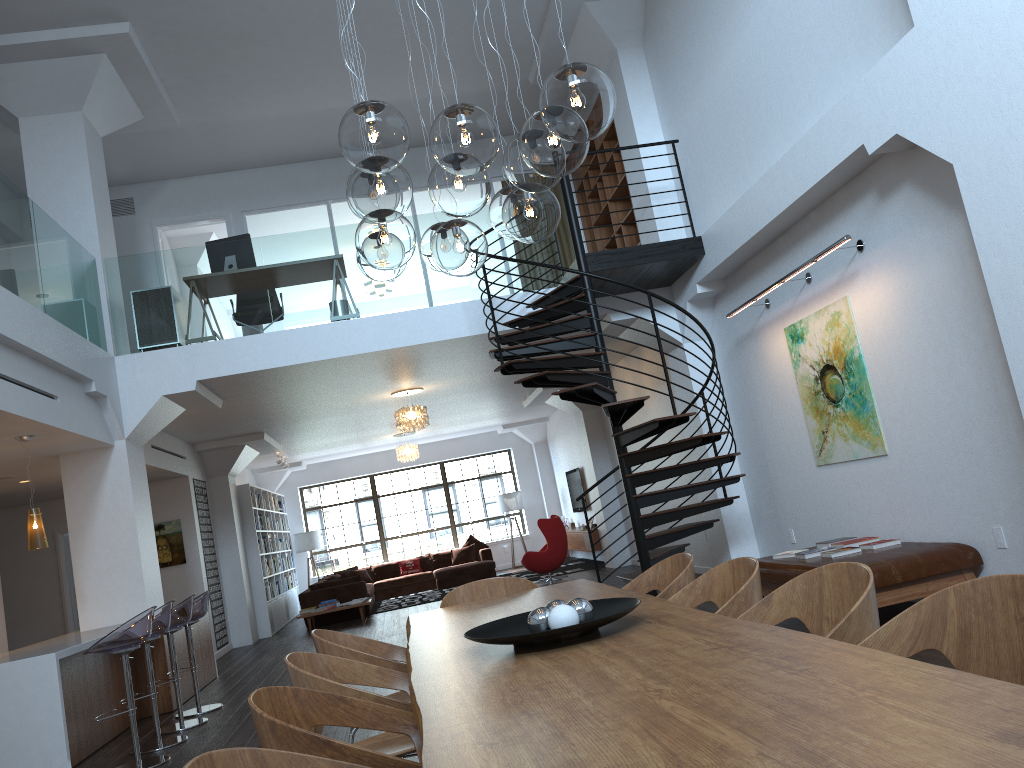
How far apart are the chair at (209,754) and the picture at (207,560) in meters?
11.2 m

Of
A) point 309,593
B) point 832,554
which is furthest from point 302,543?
point 832,554

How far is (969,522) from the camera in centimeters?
561cm

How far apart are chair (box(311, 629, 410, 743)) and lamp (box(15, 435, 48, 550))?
4.0m

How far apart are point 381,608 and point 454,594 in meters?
10.5

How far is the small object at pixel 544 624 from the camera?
2.9 meters

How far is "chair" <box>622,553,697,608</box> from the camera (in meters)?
3.88

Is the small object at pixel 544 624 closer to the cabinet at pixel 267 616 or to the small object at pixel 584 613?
the small object at pixel 584 613

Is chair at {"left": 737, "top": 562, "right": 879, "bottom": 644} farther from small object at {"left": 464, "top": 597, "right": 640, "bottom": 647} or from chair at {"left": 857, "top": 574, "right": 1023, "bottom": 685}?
small object at {"left": 464, "top": 597, "right": 640, "bottom": 647}

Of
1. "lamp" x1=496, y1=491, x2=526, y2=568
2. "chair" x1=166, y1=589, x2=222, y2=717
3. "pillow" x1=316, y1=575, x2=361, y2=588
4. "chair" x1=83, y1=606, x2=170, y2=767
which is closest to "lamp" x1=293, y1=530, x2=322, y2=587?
"lamp" x1=496, y1=491, x2=526, y2=568
